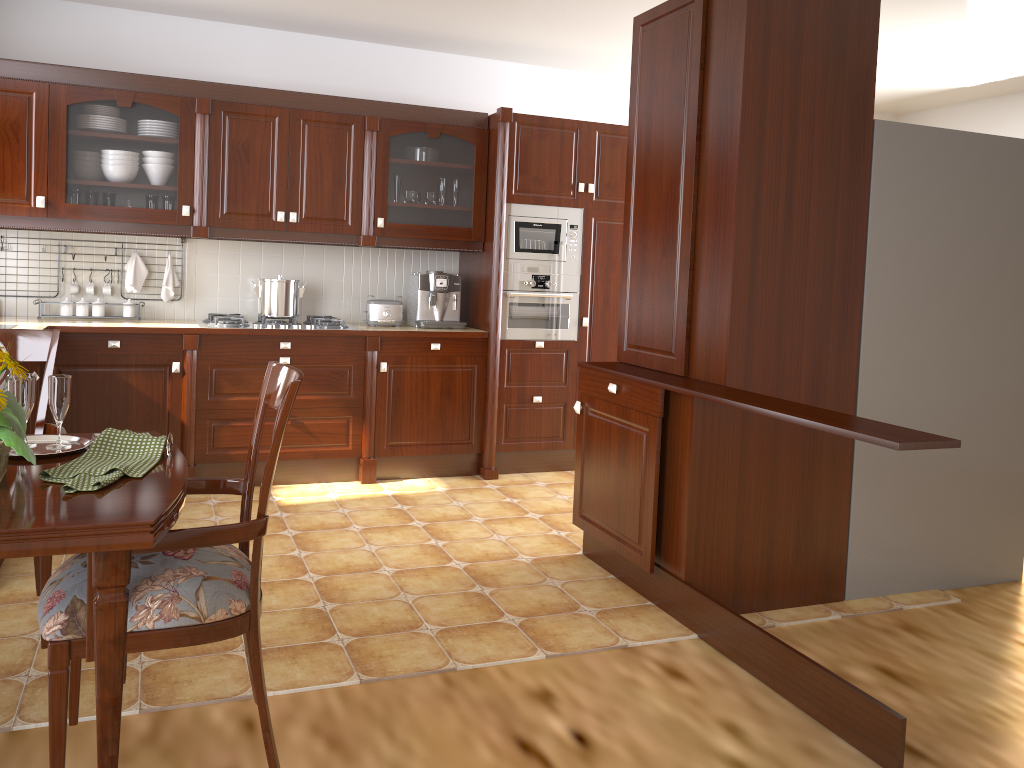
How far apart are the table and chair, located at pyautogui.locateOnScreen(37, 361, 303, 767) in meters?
0.0 m

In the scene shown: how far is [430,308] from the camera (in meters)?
4.93

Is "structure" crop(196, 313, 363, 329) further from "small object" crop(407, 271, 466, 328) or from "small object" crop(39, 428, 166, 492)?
"small object" crop(39, 428, 166, 492)

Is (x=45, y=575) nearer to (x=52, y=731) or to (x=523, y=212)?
(x=52, y=731)

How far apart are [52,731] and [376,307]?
3.5m

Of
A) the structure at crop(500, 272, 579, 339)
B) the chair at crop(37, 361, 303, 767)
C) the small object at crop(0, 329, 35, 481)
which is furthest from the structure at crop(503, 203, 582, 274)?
the small object at crop(0, 329, 35, 481)

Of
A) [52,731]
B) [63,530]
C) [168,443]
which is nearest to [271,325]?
[168,443]

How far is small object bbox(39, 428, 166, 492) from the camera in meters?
1.6

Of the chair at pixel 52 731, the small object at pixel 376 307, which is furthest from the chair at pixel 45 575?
the small object at pixel 376 307

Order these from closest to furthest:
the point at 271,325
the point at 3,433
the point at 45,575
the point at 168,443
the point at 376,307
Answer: the point at 3,433 < the point at 168,443 < the point at 45,575 < the point at 271,325 < the point at 376,307
